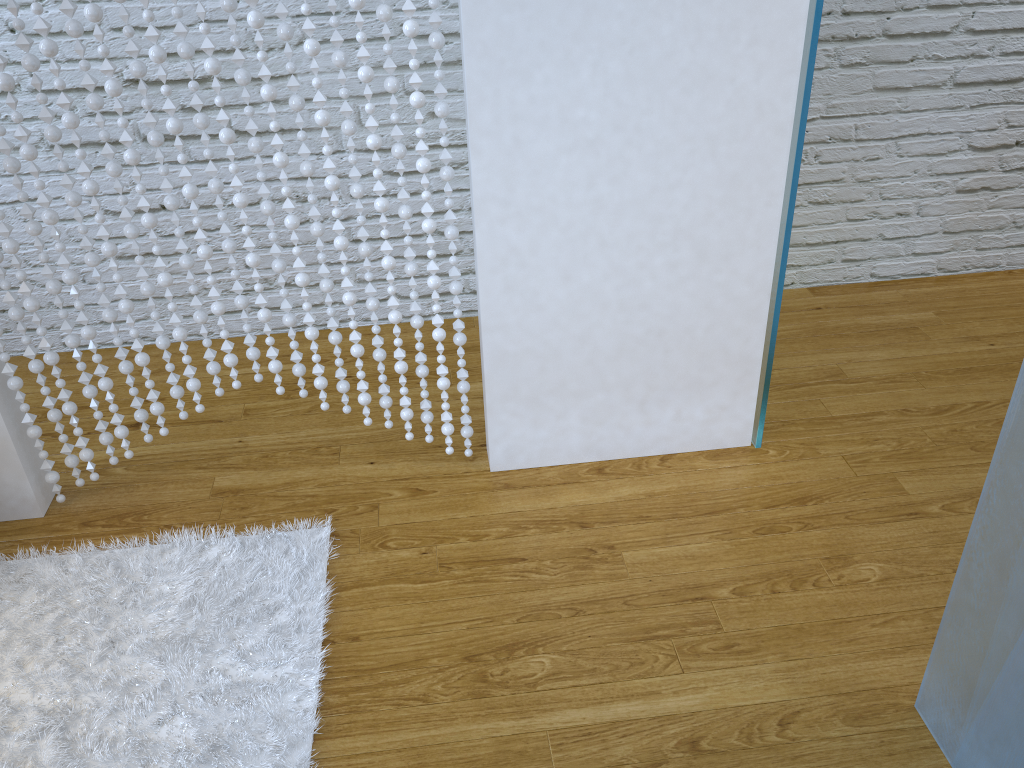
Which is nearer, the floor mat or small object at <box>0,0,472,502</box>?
the floor mat

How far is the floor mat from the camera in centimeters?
139cm

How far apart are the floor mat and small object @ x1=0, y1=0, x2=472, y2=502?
0.18m

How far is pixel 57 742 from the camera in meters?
1.4

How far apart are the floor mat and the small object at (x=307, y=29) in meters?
0.2 m

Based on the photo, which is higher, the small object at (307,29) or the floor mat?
the small object at (307,29)

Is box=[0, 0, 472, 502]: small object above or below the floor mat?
above

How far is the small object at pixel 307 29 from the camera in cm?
150
